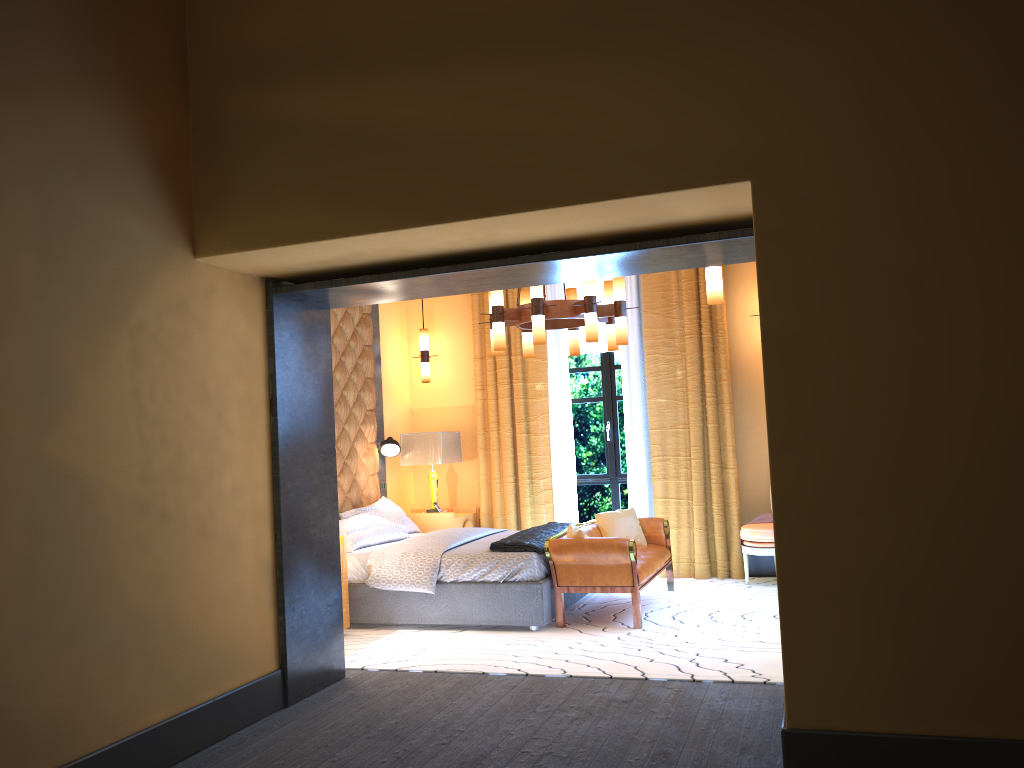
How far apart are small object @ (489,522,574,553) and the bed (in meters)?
0.04

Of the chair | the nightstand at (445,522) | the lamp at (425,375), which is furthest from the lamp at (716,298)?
the lamp at (425,375)

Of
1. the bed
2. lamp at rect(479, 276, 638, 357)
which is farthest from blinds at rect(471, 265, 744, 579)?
lamp at rect(479, 276, 638, 357)

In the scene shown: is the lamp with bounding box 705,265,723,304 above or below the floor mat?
above

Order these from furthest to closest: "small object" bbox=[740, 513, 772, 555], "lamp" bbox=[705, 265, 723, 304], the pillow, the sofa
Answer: "small object" bbox=[740, 513, 772, 555] → the pillow → the sofa → "lamp" bbox=[705, 265, 723, 304]

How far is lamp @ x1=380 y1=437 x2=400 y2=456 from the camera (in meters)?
8.05

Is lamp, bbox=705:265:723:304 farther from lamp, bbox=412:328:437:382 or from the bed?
lamp, bbox=412:328:437:382

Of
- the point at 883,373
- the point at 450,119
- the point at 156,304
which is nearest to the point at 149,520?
the point at 156,304

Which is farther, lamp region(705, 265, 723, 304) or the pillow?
the pillow

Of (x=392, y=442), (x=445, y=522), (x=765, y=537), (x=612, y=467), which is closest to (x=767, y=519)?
(x=765, y=537)
